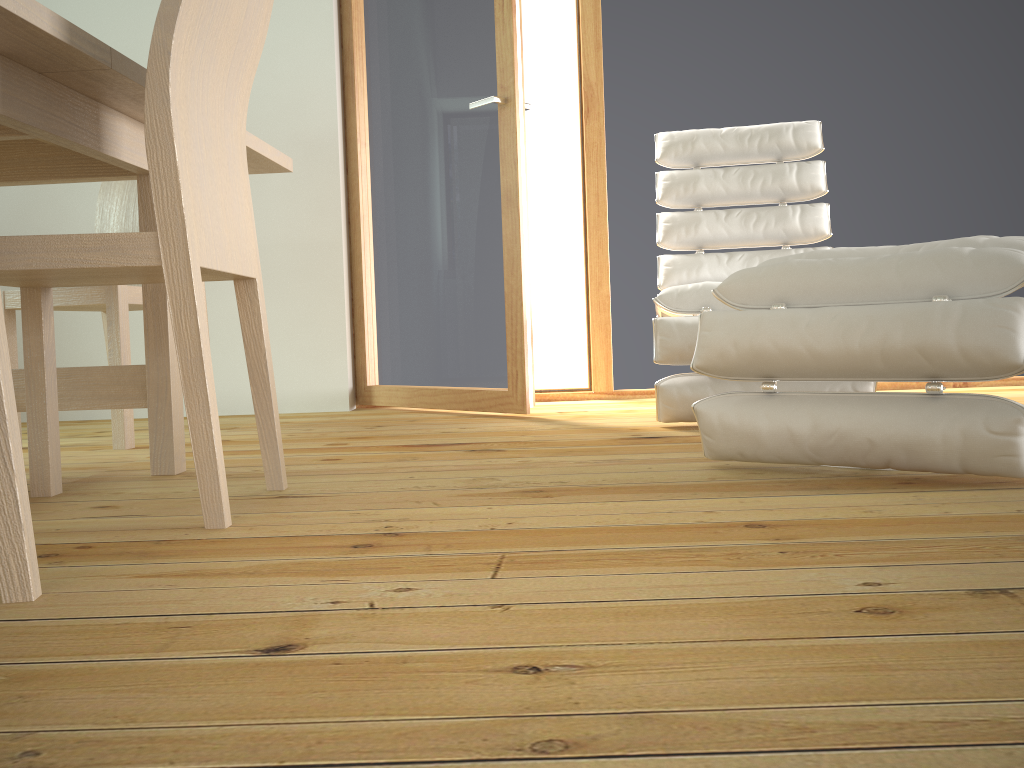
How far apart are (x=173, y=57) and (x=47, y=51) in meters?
0.2 m

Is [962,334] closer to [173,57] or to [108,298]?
[173,57]

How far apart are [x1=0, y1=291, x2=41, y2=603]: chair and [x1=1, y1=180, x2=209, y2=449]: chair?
1.5m

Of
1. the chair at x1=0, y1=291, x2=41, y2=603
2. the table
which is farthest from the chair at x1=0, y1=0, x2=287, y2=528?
the chair at x1=0, y1=291, x2=41, y2=603

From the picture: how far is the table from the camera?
1.3 meters

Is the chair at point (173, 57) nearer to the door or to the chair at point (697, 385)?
the chair at point (697, 385)

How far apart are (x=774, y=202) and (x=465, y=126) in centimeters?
108cm

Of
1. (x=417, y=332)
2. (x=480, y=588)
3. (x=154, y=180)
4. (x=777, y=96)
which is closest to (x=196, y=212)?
Answer: (x=154, y=180)

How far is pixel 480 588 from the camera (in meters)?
0.95

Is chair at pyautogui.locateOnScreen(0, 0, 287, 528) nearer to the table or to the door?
the table
